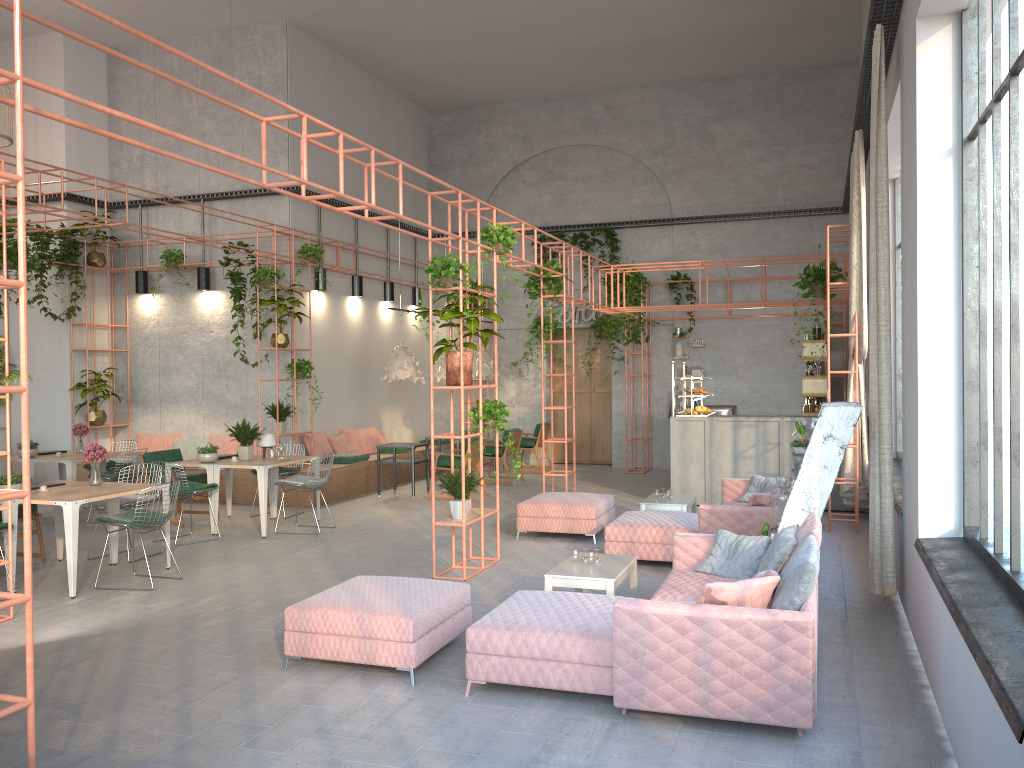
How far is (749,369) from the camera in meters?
16.4 m

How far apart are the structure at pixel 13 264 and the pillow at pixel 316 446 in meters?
0.5 m

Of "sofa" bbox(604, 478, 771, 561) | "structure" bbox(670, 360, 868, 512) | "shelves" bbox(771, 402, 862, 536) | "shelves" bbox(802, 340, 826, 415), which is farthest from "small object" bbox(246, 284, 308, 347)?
"shelves" bbox(771, 402, 862, 536)

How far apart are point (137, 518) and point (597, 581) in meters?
4.2 m

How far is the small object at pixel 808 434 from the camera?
7.26m

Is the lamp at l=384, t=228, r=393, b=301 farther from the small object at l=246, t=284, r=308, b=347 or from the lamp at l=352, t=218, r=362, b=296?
the small object at l=246, t=284, r=308, b=347

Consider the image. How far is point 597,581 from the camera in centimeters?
619cm

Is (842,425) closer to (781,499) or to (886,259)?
(781,499)

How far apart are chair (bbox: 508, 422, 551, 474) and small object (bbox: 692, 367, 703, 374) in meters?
2.9 m

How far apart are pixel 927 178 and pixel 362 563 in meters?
6.1
